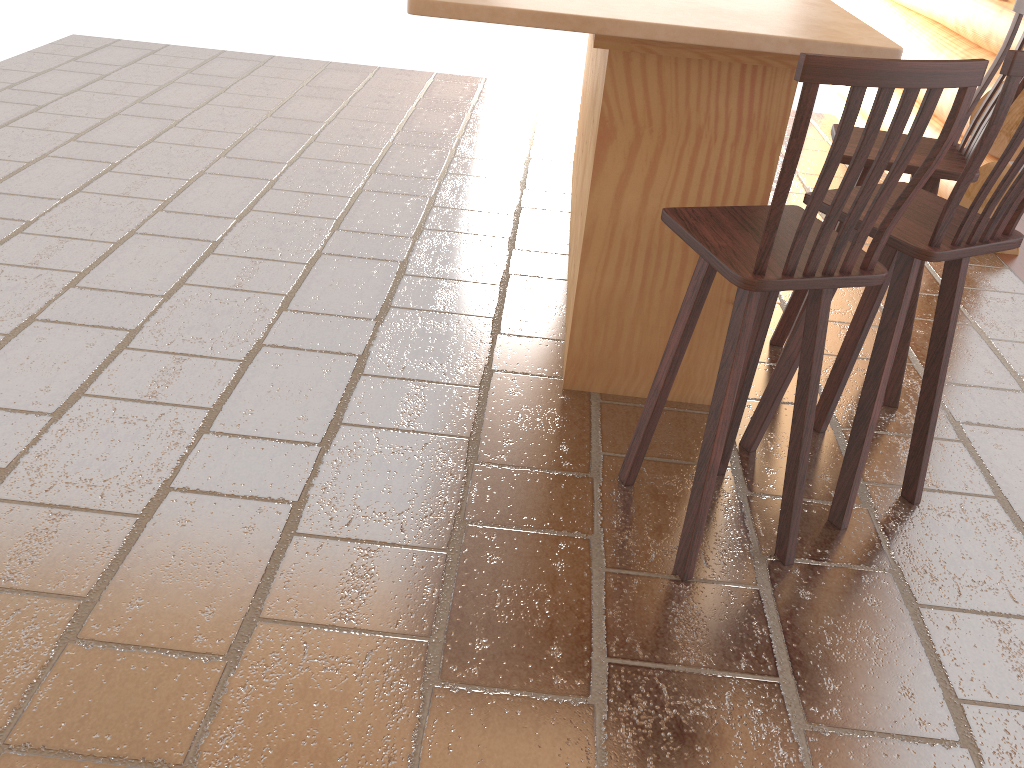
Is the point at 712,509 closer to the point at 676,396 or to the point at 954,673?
the point at 676,396

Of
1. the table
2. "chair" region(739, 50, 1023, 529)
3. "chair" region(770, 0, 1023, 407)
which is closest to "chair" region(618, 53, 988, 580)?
"chair" region(739, 50, 1023, 529)

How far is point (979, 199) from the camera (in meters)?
2.07

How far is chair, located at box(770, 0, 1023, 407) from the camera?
2.73m

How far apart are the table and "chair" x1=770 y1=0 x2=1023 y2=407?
0.3 meters

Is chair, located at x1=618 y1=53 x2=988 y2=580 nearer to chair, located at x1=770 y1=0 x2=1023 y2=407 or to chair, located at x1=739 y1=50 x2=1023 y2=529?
chair, located at x1=739 y1=50 x2=1023 y2=529

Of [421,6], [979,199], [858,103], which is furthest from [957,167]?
[421,6]

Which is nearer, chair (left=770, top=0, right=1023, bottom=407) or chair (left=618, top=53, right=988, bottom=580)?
chair (left=618, top=53, right=988, bottom=580)

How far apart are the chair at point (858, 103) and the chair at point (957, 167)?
0.61m

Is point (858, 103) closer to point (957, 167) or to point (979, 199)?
point (979, 199)
